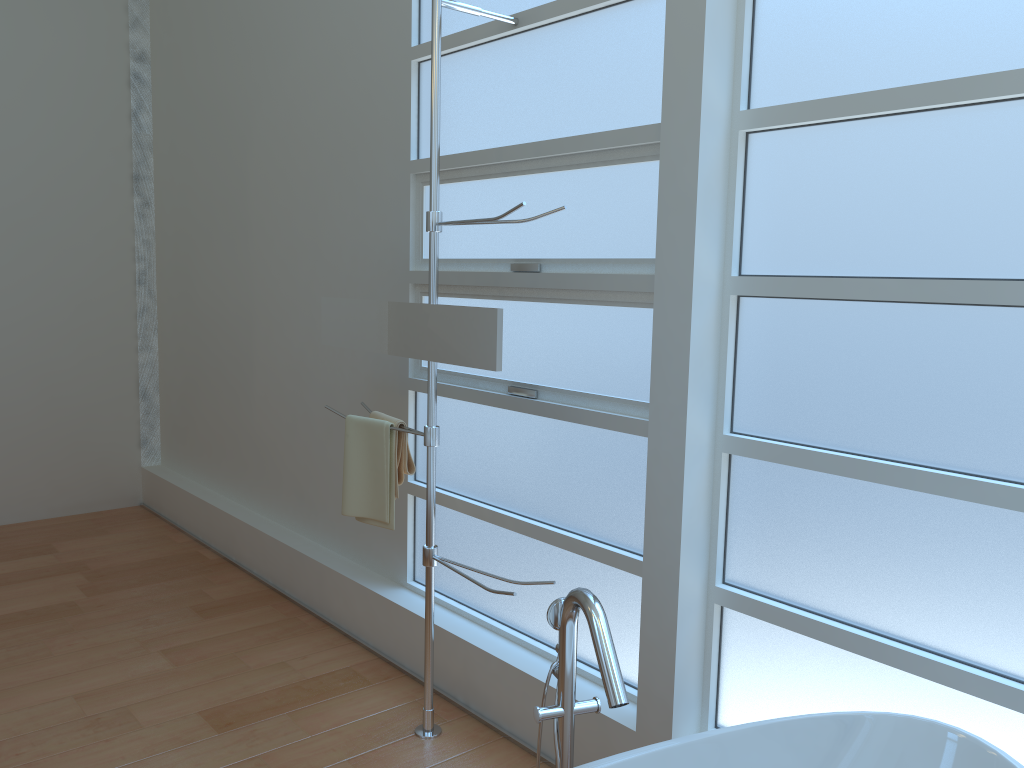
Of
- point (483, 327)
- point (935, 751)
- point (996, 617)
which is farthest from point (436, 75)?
point (935, 751)

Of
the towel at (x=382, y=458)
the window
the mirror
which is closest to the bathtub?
the window

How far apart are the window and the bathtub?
0.2 meters

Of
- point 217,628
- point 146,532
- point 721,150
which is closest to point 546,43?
point 721,150

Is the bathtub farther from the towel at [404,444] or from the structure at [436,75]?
the towel at [404,444]

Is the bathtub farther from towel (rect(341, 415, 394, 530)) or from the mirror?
towel (rect(341, 415, 394, 530))

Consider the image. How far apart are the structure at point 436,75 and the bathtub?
0.78m

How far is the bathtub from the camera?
1.7m

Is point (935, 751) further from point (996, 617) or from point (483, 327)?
point (483, 327)

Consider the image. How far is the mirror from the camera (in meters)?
2.42
